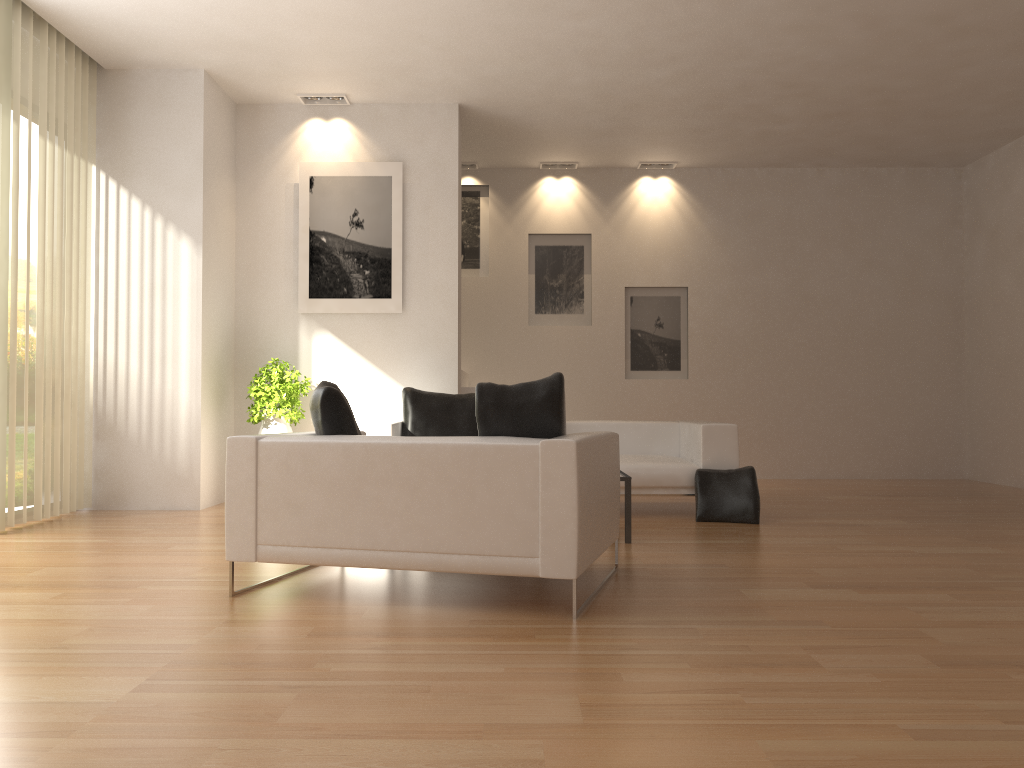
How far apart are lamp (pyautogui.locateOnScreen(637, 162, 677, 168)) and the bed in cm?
406

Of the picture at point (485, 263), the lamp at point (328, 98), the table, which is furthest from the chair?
the picture at point (485, 263)

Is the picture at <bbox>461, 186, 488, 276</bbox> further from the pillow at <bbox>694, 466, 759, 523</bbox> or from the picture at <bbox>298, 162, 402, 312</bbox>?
the pillow at <bbox>694, 466, 759, 523</bbox>

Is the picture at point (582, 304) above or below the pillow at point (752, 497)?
above

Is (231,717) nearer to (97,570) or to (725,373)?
(97,570)

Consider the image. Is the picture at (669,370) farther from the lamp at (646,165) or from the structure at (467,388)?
the structure at (467,388)

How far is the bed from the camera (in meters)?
6.99

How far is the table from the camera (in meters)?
5.70

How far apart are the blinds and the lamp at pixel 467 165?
4.36m

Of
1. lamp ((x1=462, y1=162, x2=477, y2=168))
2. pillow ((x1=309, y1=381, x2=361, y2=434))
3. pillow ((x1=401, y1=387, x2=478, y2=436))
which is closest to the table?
pillow ((x1=309, y1=381, x2=361, y2=434))
